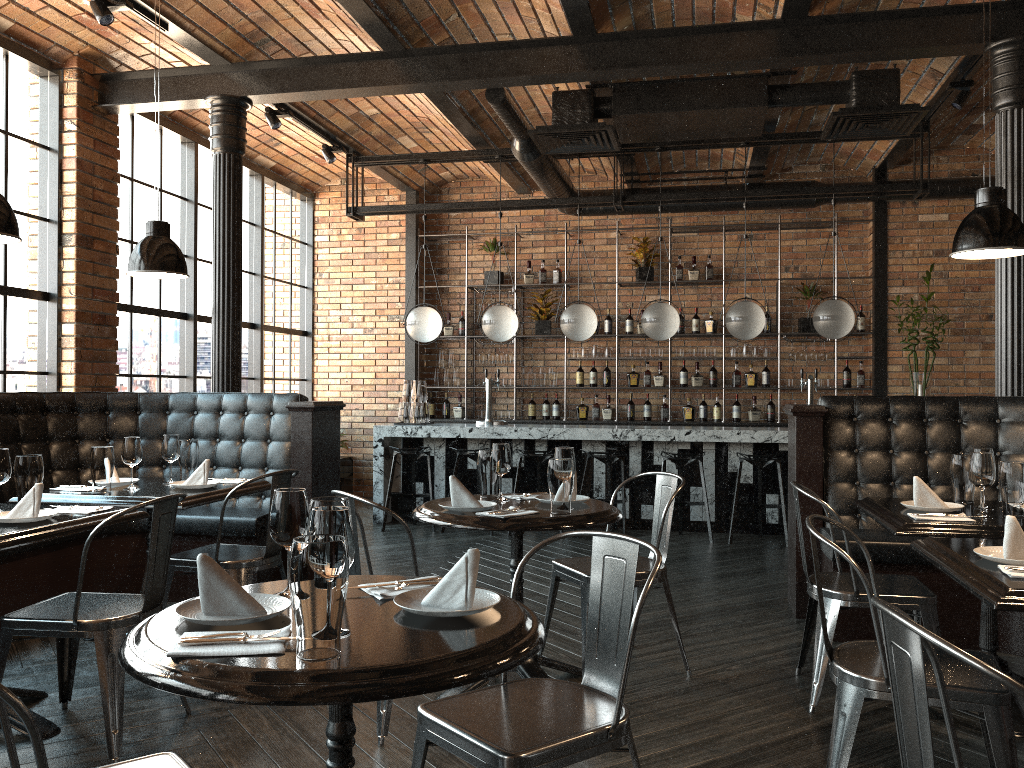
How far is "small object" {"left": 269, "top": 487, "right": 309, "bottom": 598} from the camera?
2.0m

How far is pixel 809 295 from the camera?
9.3m

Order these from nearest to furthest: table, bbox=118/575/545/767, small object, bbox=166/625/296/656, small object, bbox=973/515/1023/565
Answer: table, bbox=118/575/545/767 → small object, bbox=166/625/296/656 → small object, bbox=973/515/1023/565

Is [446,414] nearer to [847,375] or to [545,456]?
[545,456]

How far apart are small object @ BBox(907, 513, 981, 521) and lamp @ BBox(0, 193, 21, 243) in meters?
3.5

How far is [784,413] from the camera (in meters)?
9.59

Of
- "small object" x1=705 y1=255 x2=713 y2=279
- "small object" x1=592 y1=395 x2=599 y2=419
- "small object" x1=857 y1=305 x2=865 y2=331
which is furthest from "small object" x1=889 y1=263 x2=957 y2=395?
"small object" x1=592 y1=395 x2=599 y2=419

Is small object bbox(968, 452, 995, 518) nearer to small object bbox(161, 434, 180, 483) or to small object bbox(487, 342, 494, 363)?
small object bbox(161, 434, 180, 483)

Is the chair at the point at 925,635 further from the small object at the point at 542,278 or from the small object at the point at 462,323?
the small object at the point at 462,323

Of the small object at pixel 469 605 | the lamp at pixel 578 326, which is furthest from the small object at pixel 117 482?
the lamp at pixel 578 326
